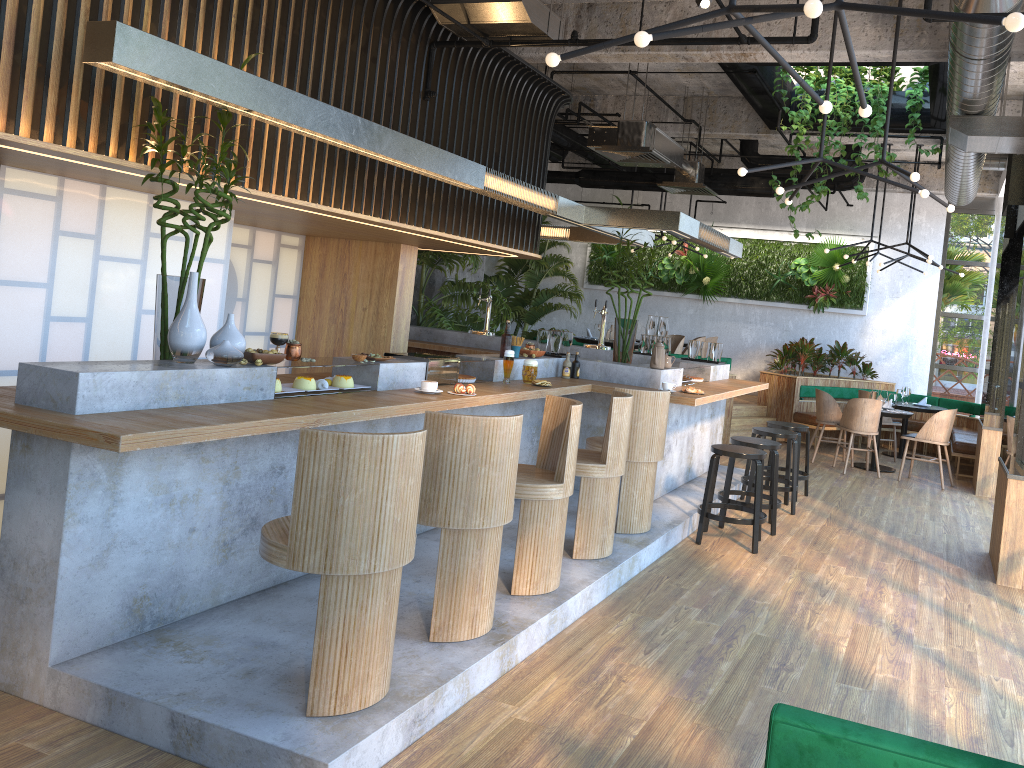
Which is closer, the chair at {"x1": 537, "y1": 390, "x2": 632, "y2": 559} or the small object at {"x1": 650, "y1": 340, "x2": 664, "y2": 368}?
the chair at {"x1": 537, "y1": 390, "x2": 632, "y2": 559}

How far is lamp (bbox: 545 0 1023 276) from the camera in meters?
2.7 m

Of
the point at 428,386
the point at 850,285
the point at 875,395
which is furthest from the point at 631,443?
the point at 850,285

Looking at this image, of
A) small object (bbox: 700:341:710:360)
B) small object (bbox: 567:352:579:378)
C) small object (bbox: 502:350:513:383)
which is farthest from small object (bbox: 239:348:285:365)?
small object (bbox: 700:341:710:360)

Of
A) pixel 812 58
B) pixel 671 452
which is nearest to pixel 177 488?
pixel 671 452

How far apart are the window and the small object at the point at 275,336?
11.1 meters

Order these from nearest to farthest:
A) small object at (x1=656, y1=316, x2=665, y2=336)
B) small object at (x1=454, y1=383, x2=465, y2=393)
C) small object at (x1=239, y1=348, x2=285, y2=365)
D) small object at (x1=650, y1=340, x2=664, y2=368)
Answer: small object at (x1=239, y1=348, x2=285, y2=365)
small object at (x1=454, y1=383, x2=465, y2=393)
small object at (x1=650, y1=340, x2=664, y2=368)
small object at (x1=656, y1=316, x2=665, y2=336)

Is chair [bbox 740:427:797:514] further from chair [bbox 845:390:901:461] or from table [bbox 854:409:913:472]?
chair [bbox 845:390:901:461]

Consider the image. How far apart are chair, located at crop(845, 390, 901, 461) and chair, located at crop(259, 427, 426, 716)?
9.7 meters

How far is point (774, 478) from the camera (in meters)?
7.09
